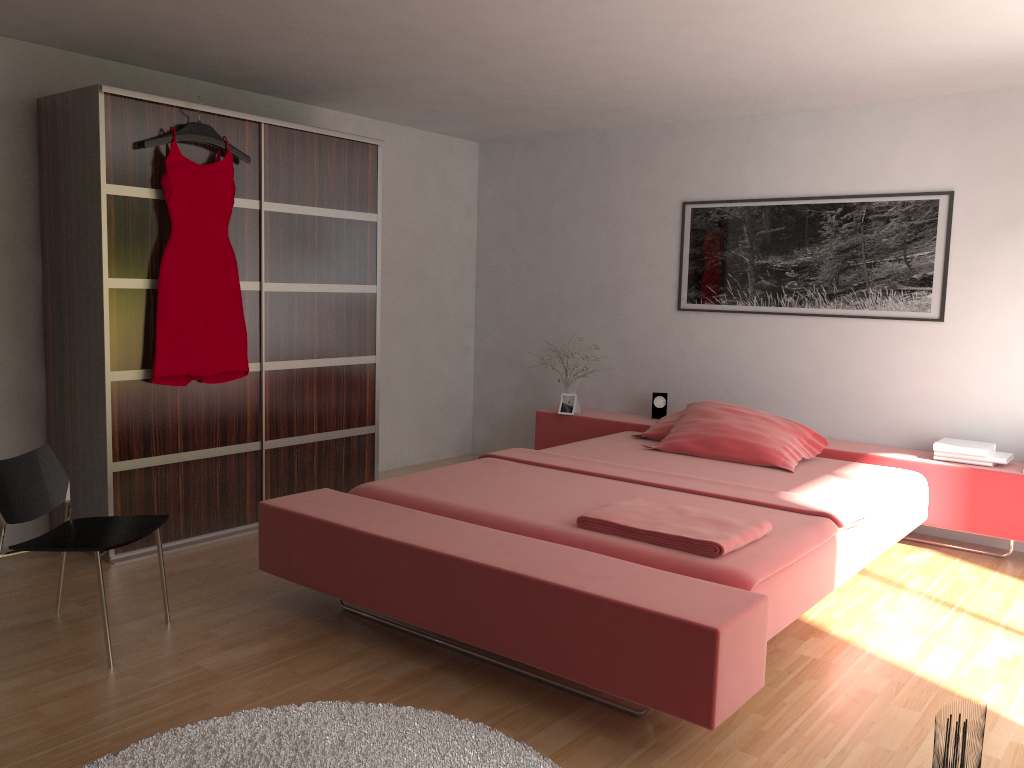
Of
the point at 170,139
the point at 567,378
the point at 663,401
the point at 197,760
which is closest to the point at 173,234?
the point at 170,139

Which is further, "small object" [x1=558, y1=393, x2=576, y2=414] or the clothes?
"small object" [x1=558, y1=393, x2=576, y2=414]

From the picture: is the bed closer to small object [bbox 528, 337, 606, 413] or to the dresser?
small object [bbox 528, 337, 606, 413]

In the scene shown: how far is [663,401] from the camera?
5.4 meters

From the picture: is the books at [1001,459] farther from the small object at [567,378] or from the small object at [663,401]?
Answer: the small object at [567,378]

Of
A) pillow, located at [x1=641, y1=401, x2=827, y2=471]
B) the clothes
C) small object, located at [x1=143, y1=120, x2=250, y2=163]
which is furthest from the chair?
pillow, located at [x1=641, y1=401, x2=827, y2=471]

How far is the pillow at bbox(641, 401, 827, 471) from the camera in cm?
422

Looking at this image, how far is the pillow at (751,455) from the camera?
4.22m

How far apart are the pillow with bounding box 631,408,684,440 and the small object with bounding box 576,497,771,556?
1.6 meters

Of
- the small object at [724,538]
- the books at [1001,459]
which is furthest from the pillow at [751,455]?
the small object at [724,538]
